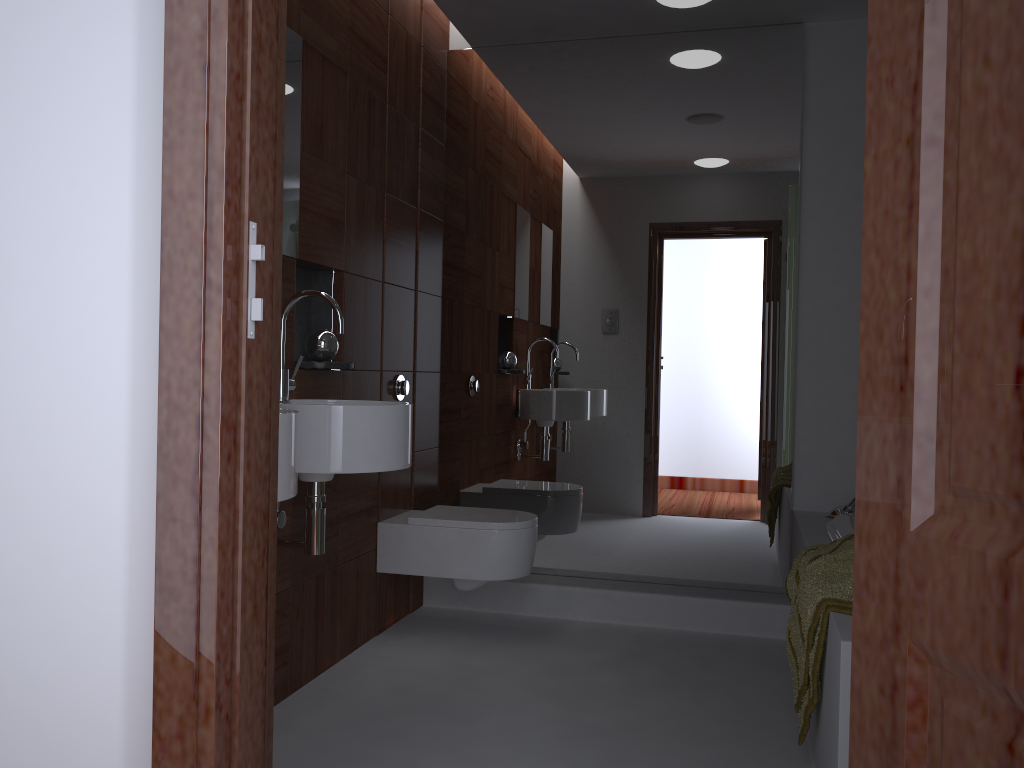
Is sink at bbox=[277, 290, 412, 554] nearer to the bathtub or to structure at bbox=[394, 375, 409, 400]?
structure at bbox=[394, 375, 409, 400]

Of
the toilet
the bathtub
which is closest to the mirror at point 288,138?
the toilet

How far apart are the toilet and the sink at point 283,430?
1.3m

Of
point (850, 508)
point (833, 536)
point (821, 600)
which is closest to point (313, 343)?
point (821, 600)

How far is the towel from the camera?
2.0 meters

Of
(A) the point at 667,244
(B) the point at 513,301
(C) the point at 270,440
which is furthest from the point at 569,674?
(C) the point at 270,440

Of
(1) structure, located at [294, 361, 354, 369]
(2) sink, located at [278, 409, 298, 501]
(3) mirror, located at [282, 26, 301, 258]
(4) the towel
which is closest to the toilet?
(1) structure, located at [294, 361, 354, 369]

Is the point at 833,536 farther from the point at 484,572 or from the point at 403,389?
the point at 403,389

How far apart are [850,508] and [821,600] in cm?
134

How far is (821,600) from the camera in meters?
2.0
